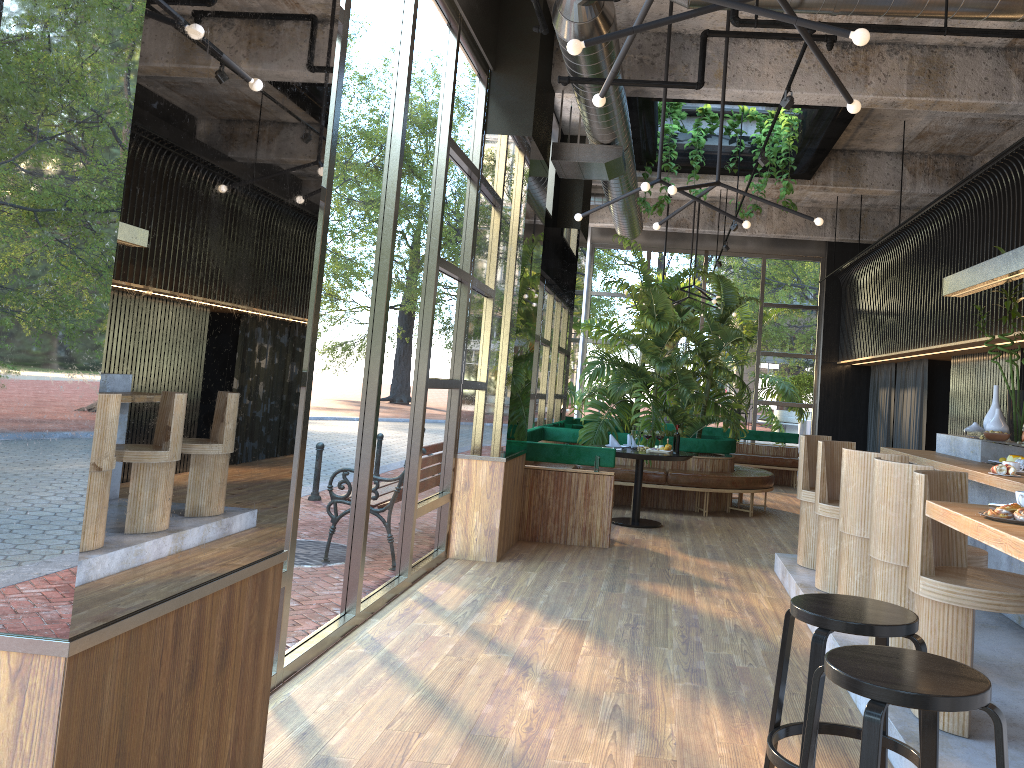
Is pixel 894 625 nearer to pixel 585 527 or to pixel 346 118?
pixel 346 118

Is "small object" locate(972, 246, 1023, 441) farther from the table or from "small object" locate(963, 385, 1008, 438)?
the table

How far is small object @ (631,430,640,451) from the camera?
8.96m

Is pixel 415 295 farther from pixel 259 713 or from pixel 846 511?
pixel 259 713

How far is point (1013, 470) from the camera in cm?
494

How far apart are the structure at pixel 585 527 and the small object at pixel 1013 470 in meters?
3.6 m

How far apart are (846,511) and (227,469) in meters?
3.7

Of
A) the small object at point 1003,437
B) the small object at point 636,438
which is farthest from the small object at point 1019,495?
the small object at point 636,438

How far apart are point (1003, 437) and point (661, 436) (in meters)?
3.74

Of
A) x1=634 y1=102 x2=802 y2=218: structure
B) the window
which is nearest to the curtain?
the window
